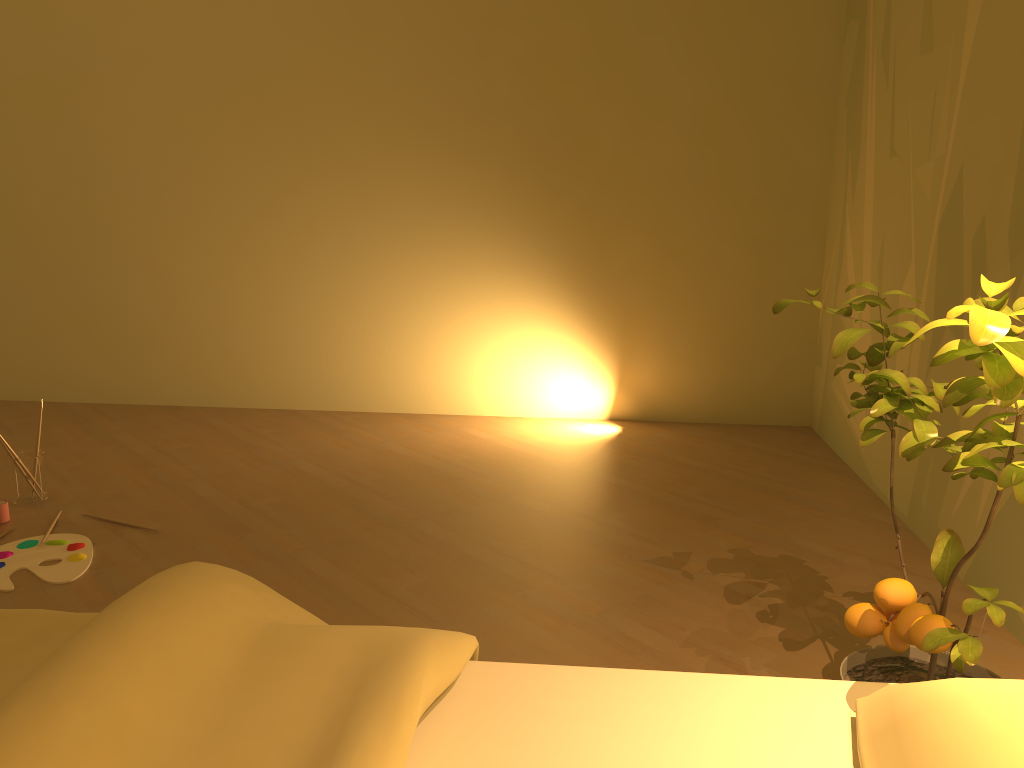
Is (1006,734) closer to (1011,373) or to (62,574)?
(1011,373)

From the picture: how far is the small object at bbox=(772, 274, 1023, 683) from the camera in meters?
1.0 m

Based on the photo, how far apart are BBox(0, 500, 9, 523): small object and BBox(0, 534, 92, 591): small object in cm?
20

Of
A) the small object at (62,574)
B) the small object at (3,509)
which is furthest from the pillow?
the small object at (3,509)

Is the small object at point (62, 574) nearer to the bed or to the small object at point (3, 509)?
the small object at point (3, 509)

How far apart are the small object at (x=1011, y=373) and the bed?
0.09m

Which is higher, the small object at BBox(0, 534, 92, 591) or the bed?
the bed

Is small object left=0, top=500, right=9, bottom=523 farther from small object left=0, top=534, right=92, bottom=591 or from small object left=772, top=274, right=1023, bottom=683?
small object left=772, top=274, right=1023, bottom=683

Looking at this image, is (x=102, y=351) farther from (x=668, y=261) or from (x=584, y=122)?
(x=668, y=261)

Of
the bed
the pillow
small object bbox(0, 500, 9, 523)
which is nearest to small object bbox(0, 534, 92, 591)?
small object bbox(0, 500, 9, 523)
